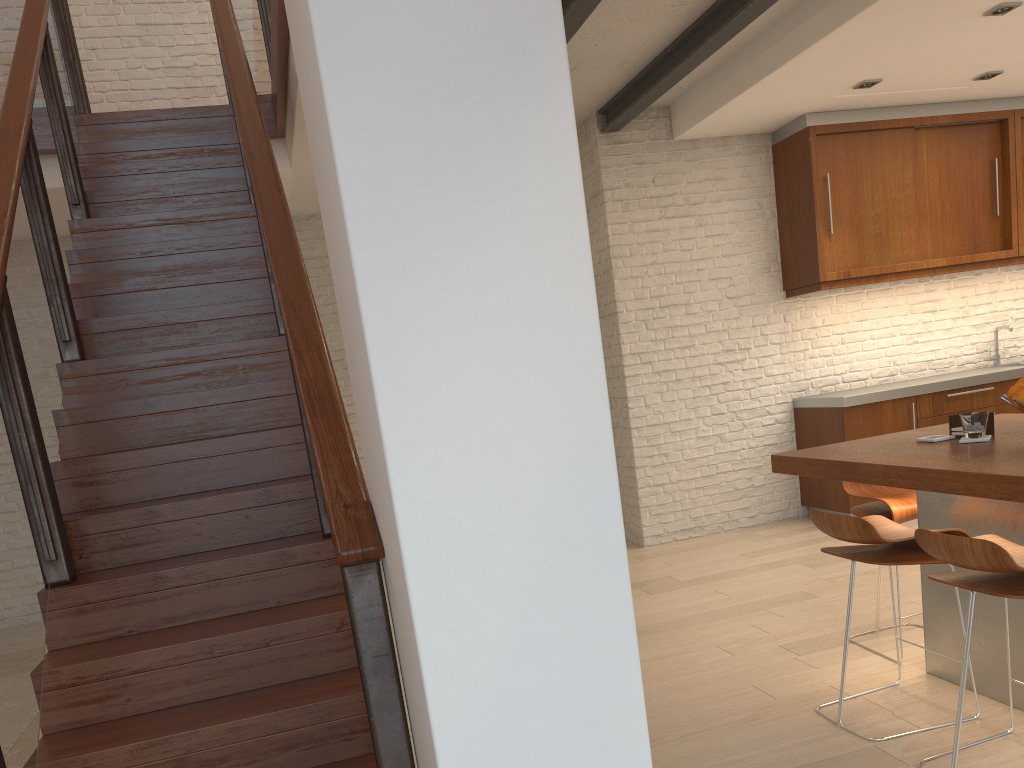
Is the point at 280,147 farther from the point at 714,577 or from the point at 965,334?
the point at 965,334

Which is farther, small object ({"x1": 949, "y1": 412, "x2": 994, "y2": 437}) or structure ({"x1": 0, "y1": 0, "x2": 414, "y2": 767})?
small object ({"x1": 949, "y1": 412, "x2": 994, "y2": 437})

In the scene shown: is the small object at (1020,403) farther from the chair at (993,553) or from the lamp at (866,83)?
the lamp at (866,83)

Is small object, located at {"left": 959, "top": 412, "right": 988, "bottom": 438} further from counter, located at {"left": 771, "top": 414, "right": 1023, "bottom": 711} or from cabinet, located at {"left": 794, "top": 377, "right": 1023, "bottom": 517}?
cabinet, located at {"left": 794, "top": 377, "right": 1023, "bottom": 517}

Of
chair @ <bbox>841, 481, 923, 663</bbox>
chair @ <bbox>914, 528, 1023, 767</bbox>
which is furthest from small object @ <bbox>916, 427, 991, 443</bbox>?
chair @ <bbox>914, 528, 1023, 767</bbox>

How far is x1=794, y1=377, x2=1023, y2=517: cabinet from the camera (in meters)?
6.14

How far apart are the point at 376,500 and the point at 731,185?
5.3m

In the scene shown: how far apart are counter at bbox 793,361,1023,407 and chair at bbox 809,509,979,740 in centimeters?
310cm

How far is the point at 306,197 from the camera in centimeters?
672cm

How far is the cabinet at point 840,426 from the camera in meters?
6.1 m
